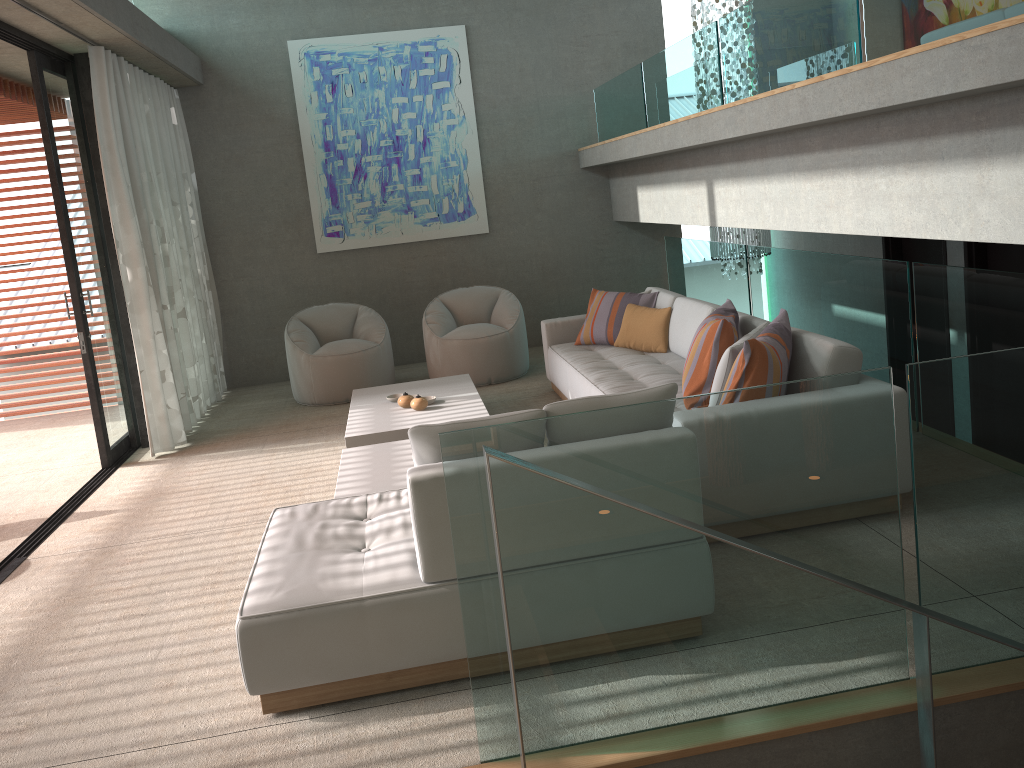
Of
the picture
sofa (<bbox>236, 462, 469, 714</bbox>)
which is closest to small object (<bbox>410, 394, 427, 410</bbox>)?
sofa (<bbox>236, 462, 469, 714</bbox>)

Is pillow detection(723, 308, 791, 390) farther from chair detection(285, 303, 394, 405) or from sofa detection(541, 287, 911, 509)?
chair detection(285, 303, 394, 405)

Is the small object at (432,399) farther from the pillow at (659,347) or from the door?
the door

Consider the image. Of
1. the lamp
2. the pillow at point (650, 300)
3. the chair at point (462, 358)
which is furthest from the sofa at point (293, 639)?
the lamp

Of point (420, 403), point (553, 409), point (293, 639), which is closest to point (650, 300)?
point (420, 403)

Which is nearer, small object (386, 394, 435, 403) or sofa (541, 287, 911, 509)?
sofa (541, 287, 911, 509)

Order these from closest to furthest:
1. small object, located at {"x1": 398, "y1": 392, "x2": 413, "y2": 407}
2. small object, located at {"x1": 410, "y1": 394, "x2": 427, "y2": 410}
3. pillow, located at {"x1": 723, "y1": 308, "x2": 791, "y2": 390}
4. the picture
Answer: pillow, located at {"x1": 723, "y1": 308, "x2": 791, "y2": 390}, small object, located at {"x1": 410, "y1": 394, "x2": 427, "y2": 410}, small object, located at {"x1": 398, "y1": 392, "x2": 413, "y2": 407}, the picture

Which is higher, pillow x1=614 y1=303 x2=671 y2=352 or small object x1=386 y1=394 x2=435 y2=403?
pillow x1=614 y1=303 x2=671 y2=352

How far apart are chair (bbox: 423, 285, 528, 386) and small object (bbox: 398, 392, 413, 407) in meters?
1.6

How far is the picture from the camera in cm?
838
